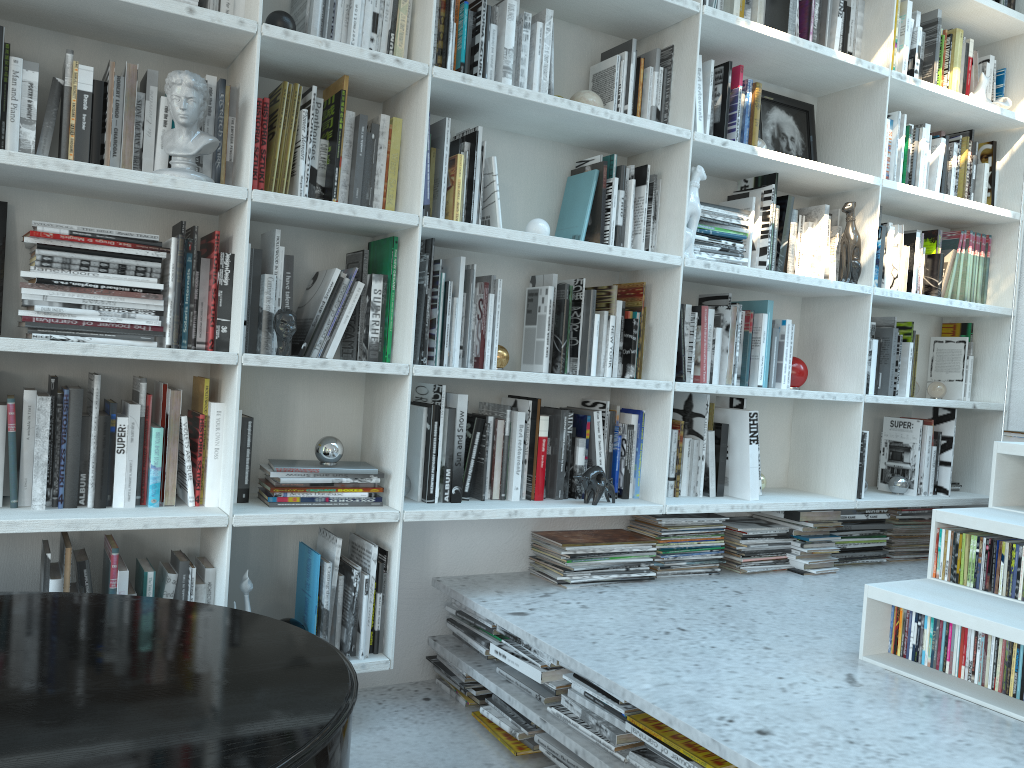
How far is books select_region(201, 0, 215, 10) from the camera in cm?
204

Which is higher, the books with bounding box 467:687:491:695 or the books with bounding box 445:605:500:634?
the books with bounding box 445:605:500:634

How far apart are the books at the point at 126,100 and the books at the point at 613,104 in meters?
1.3 m

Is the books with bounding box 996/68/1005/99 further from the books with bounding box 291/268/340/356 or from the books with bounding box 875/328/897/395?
the books with bounding box 291/268/340/356

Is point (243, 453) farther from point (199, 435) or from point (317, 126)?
point (317, 126)

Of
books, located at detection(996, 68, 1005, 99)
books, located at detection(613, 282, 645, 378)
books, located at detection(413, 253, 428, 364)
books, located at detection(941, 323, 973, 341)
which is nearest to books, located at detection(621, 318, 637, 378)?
books, located at detection(613, 282, 645, 378)

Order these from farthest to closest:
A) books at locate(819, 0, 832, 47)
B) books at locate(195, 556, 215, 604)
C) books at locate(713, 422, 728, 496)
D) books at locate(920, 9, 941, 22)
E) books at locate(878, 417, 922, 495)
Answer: books at locate(878, 417, 922, 495), books at locate(920, 9, 941, 22), books at locate(819, 0, 832, 47), books at locate(713, 422, 728, 496), books at locate(195, 556, 215, 604)

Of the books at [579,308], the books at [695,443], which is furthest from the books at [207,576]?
the books at [695,443]

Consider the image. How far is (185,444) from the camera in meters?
2.1 m

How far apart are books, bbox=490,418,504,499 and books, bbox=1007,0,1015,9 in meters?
2.7
